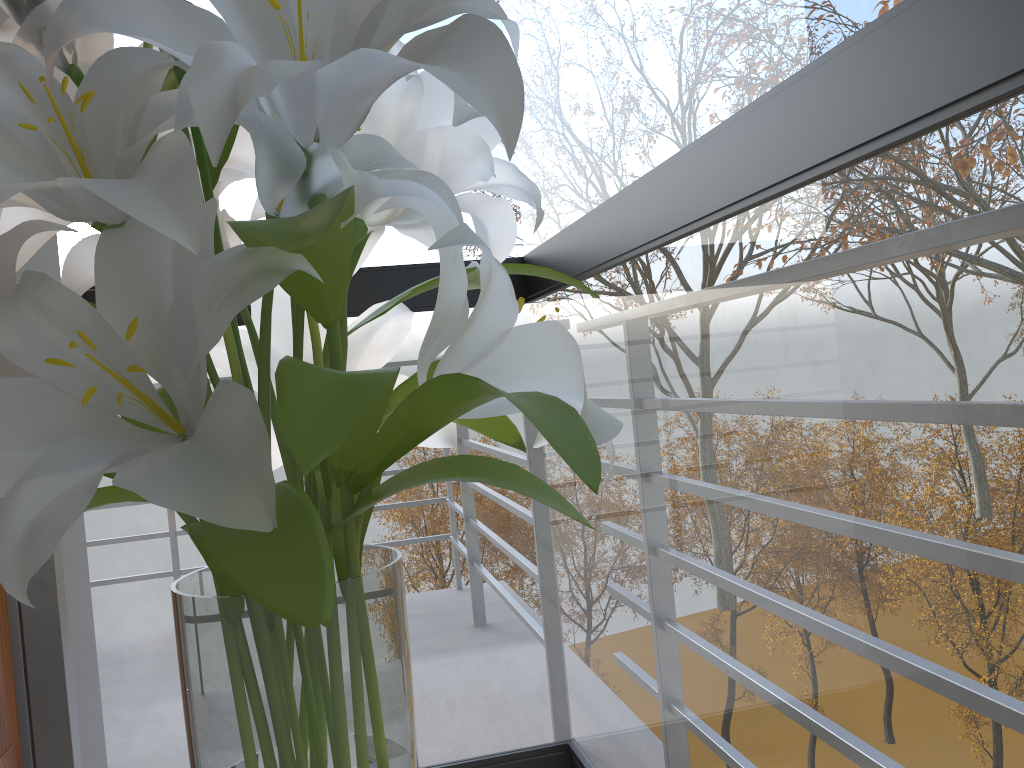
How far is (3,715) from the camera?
1.5m

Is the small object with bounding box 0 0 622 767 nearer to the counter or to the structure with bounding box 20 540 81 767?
the structure with bounding box 20 540 81 767

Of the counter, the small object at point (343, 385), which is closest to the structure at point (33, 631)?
the counter

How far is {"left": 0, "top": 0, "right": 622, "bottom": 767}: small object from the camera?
0.4m

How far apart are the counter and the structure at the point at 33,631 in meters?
0.2

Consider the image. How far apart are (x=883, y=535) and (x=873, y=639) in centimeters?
51cm

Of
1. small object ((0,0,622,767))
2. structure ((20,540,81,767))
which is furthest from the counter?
small object ((0,0,622,767))

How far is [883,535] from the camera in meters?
4.2

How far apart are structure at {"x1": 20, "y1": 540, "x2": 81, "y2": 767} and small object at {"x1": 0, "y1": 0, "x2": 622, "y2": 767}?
0.7 meters

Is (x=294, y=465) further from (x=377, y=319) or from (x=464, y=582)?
(x=464, y=582)
